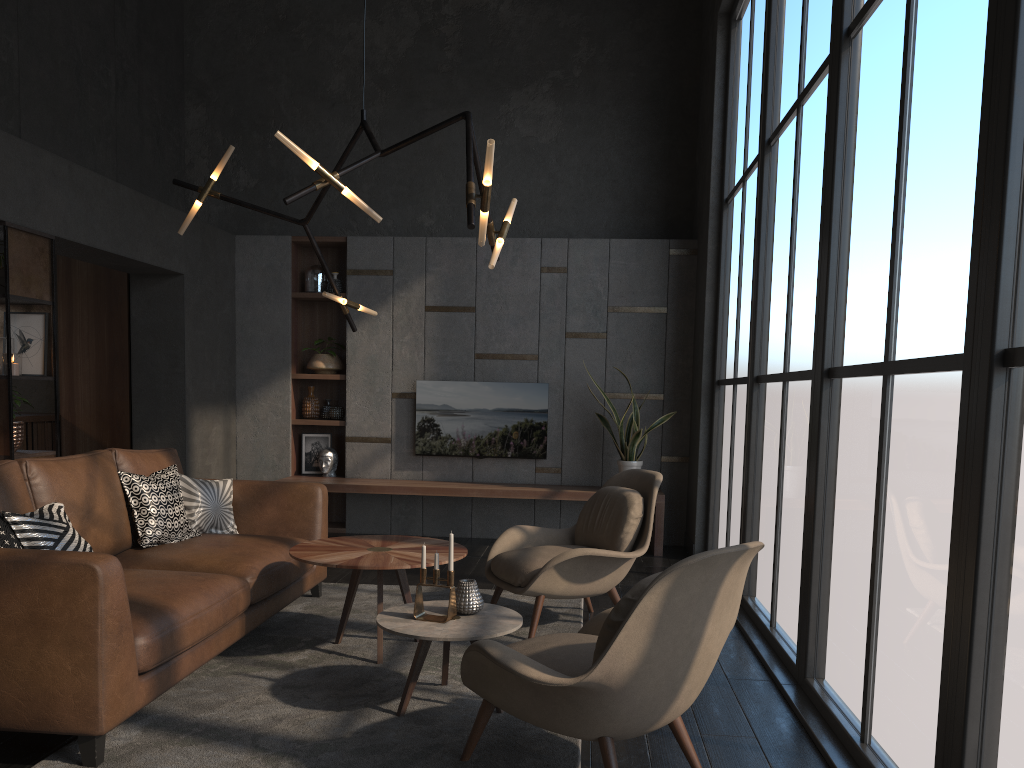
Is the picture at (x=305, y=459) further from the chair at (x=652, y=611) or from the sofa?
the chair at (x=652, y=611)

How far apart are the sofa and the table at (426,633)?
0.7m

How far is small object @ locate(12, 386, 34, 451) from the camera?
4.84m

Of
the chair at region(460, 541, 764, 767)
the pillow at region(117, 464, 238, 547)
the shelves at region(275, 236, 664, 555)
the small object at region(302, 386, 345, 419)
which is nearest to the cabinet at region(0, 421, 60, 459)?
the shelves at region(275, 236, 664, 555)

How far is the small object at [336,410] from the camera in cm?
760

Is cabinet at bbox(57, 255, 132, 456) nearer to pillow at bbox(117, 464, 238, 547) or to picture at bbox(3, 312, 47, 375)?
picture at bbox(3, 312, 47, 375)

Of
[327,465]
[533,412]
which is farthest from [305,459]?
[533,412]

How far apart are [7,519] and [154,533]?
1.1 meters

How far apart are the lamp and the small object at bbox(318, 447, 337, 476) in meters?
2.9 m

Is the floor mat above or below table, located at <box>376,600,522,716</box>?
below
